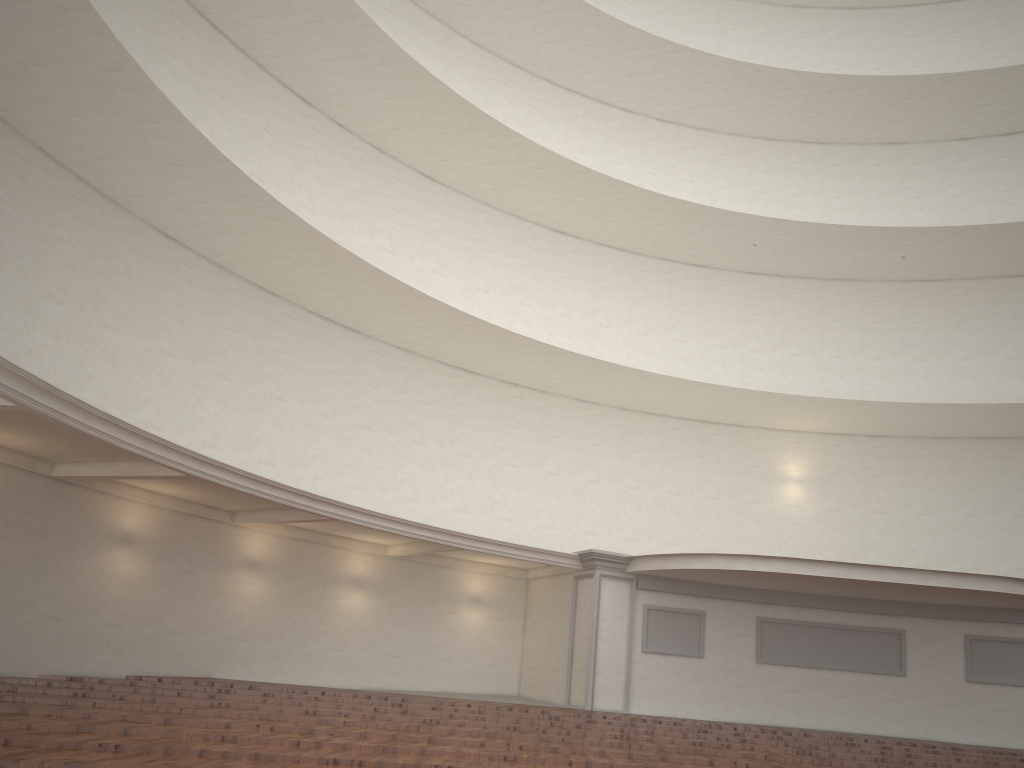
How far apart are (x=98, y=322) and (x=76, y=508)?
2.84m
